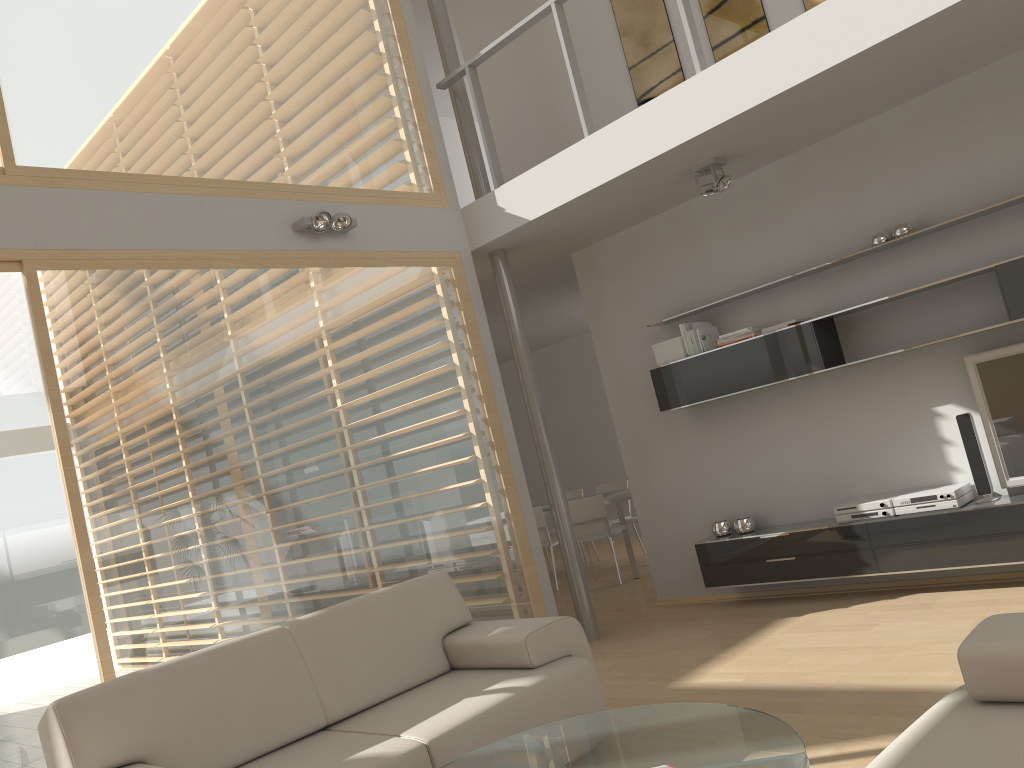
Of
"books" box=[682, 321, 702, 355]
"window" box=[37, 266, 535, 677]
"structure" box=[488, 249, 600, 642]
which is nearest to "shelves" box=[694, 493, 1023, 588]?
"structure" box=[488, 249, 600, 642]

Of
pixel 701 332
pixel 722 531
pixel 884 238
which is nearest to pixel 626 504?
pixel 722 531

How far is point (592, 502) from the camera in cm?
A: 793

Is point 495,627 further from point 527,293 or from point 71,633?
point 527,293

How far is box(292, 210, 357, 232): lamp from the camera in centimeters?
494cm

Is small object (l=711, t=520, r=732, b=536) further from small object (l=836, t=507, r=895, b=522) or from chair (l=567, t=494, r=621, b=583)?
chair (l=567, t=494, r=621, b=583)

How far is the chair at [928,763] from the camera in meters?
1.9 m

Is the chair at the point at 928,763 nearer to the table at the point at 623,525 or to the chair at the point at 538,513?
the table at the point at 623,525

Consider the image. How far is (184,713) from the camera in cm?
314

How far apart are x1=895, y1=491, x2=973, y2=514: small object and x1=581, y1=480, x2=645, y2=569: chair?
4.5 meters
